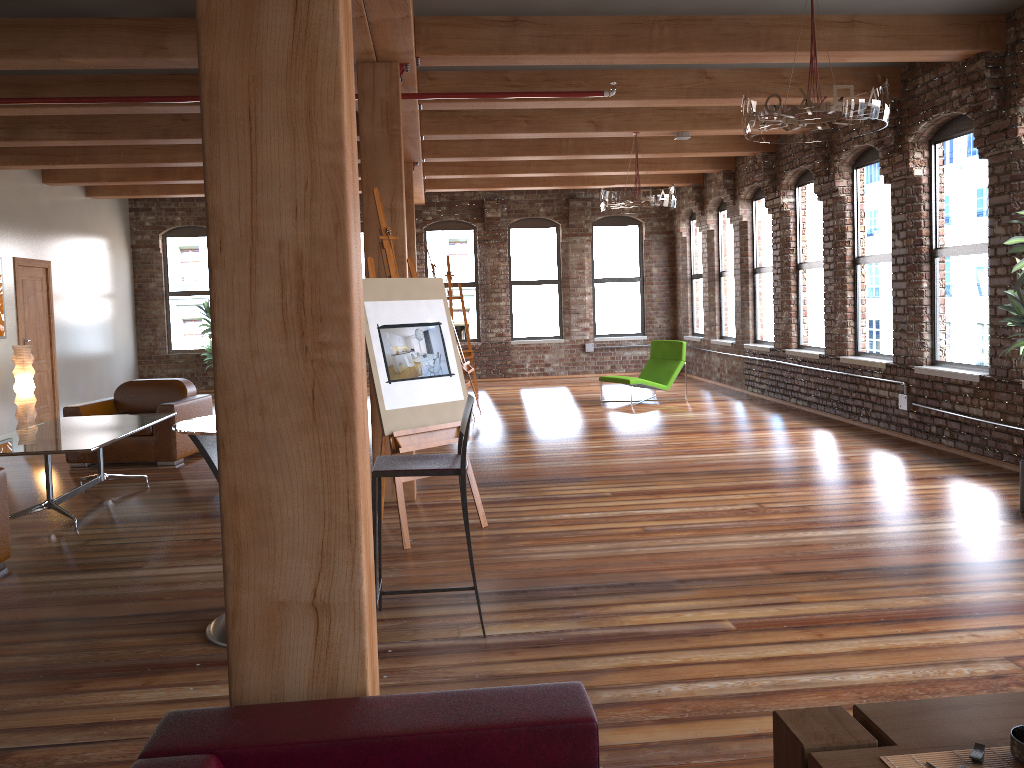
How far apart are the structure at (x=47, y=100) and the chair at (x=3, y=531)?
3.19m

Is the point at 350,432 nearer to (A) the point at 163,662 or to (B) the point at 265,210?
(B) the point at 265,210

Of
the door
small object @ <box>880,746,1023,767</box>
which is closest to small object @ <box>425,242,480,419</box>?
the door

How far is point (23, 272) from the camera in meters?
10.9 m

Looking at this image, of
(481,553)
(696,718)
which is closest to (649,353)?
(481,553)

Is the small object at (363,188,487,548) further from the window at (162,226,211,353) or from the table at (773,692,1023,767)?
the window at (162,226,211,353)

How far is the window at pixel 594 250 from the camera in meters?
15.7 m

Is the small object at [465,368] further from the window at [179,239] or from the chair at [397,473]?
the chair at [397,473]

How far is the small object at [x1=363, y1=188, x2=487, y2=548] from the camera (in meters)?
5.23

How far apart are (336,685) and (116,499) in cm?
549
